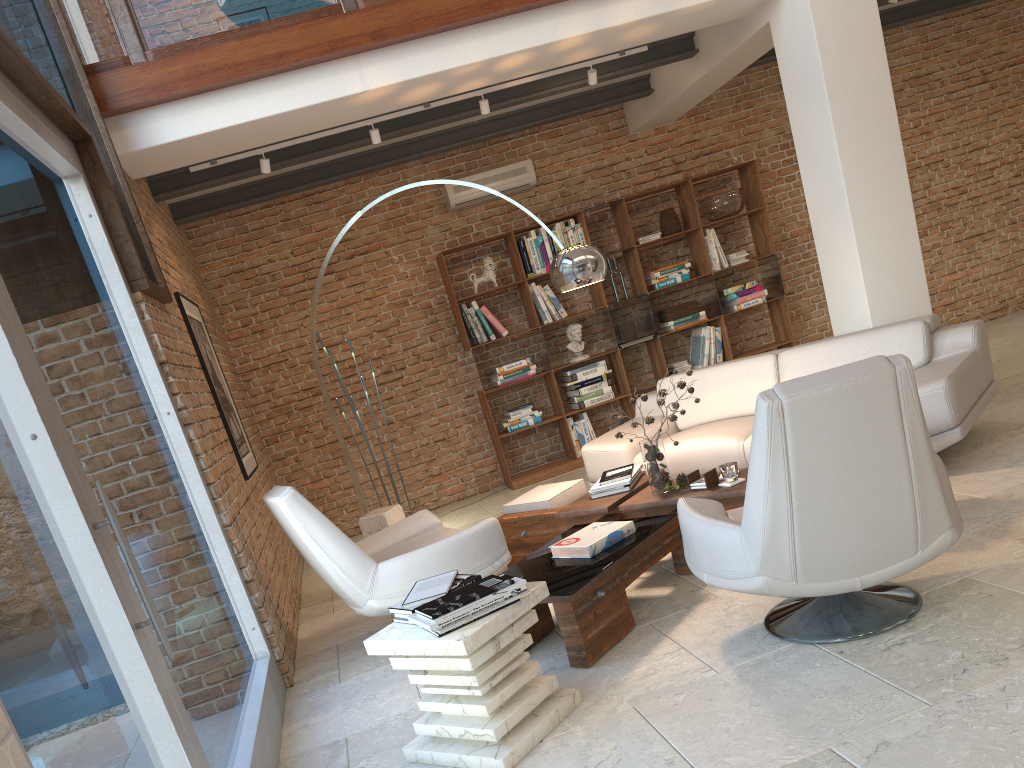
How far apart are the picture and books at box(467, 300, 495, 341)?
2.6 meters

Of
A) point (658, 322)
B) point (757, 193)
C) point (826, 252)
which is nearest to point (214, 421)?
point (826, 252)

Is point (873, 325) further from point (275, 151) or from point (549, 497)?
point (275, 151)

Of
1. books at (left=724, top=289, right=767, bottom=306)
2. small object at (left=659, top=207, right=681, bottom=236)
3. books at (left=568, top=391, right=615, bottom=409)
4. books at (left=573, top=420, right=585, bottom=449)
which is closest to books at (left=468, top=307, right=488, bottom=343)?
books at (left=568, top=391, right=615, bottom=409)

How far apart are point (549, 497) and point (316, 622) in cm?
169

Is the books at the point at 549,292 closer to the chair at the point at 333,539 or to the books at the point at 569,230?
the books at the point at 569,230

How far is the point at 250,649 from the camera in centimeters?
409cm

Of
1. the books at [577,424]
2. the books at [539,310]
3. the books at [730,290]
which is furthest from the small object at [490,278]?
the books at [730,290]

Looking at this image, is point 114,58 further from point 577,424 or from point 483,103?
point 577,424

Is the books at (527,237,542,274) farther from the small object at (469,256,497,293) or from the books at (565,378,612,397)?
the books at (565,378,612,397)
